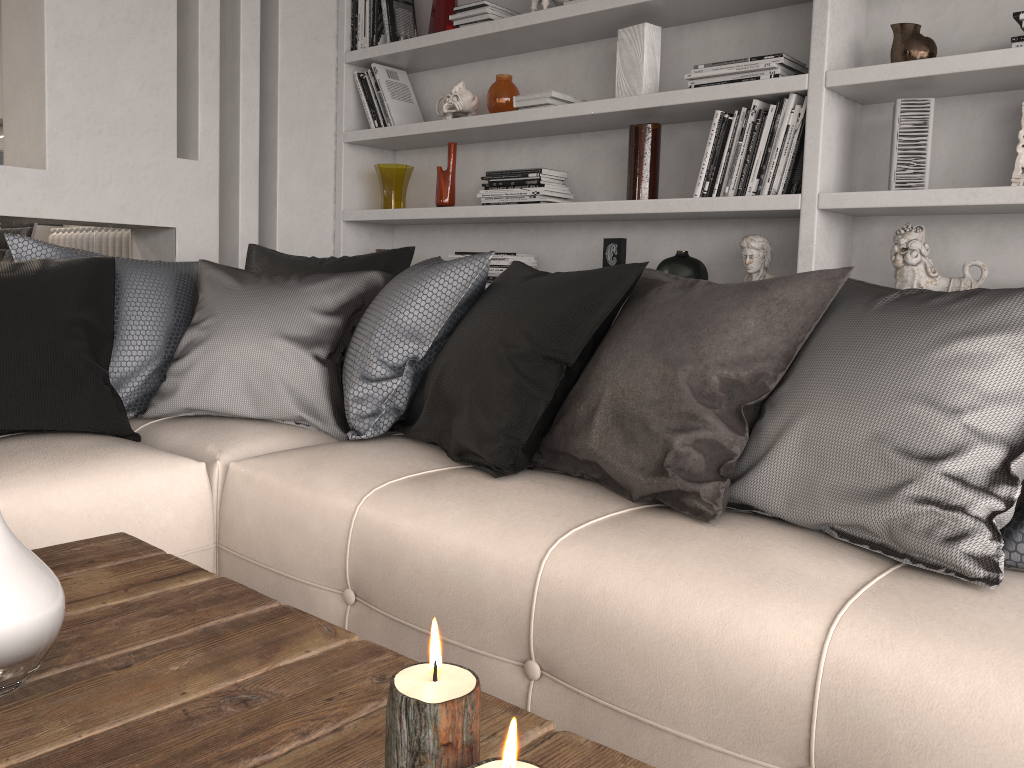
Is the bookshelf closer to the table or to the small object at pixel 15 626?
the table

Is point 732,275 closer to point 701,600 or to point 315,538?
point 315,538

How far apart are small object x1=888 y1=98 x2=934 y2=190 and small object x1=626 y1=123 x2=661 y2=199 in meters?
0.8

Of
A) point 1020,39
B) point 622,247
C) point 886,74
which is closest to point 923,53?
point 886,74

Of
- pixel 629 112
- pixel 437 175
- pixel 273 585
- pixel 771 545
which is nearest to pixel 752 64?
pixel 629 112

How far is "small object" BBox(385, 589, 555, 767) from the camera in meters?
0.6 m

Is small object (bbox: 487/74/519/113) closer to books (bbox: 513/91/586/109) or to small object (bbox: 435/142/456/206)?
books (bbox: 513/91/586/109)

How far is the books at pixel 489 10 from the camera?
3.27m

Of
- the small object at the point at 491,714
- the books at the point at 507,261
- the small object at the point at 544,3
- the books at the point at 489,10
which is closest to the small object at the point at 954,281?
the books at the point at 507,261

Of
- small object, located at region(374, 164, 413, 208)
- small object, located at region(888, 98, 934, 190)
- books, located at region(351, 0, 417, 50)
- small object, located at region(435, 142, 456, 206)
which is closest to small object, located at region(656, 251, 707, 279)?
small object, located at region(888, 98, 934, 190)
